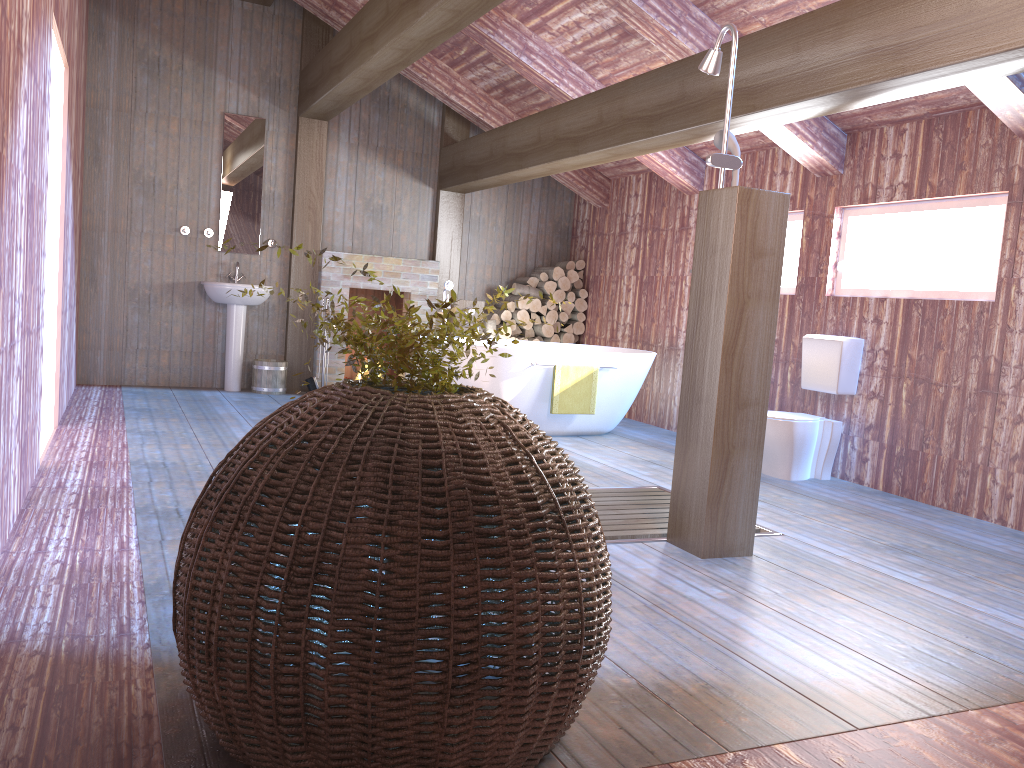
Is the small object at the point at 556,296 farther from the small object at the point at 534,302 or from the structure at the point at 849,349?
the structure at the point at 849,349

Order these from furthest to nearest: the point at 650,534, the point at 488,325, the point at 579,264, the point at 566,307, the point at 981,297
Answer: the point at 579,264, the point at 566,307, the point at 488,325, the point at 981,297, the point at 650,534

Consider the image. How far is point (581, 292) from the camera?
8.81m

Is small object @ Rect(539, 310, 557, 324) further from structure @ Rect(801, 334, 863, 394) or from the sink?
structure @ Rect(801, 334, 863, 394)

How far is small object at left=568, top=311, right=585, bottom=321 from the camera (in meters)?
8.83

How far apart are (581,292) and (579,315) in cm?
23

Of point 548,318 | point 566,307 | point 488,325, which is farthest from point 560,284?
point 488,325

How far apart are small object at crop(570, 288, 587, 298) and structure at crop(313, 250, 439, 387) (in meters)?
1.43

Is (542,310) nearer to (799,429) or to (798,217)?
(798,217)

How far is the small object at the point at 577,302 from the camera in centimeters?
881cm
